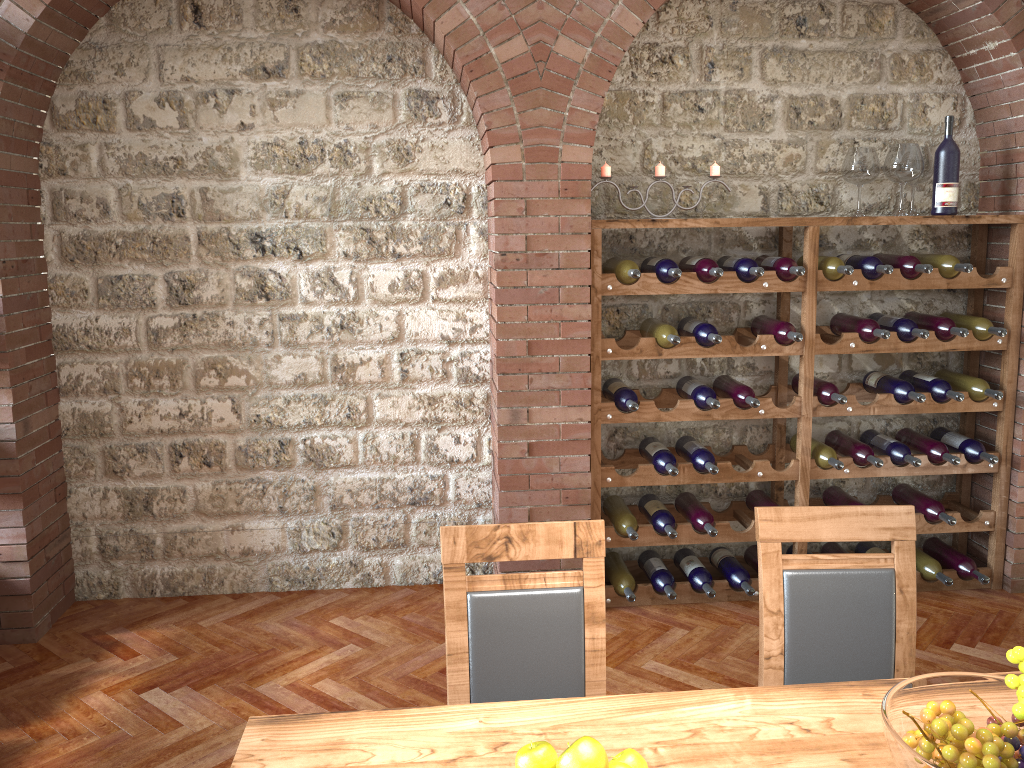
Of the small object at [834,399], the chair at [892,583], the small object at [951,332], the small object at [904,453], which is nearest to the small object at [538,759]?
the chair at [892,583]

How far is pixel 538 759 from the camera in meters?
1.3

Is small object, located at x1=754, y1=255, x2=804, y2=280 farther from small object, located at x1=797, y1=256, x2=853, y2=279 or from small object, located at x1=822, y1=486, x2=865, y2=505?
small object, located at x1=822, y1=486, x2=865, y2=505

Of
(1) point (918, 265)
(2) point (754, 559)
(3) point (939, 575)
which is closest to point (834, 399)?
(1) point (918, 265)

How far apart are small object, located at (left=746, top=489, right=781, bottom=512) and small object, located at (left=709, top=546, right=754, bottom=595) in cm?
24

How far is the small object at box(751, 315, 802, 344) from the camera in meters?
3.8 m

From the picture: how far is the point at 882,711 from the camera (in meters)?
1.39

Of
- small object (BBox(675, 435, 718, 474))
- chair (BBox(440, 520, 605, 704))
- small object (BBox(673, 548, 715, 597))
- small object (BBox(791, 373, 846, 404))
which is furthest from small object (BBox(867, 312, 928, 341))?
chair (BBox(440, 520, 605, 704))

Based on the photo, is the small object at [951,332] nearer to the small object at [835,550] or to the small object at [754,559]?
the small object at [835,550]

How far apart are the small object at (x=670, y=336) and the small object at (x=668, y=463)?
0.5m
